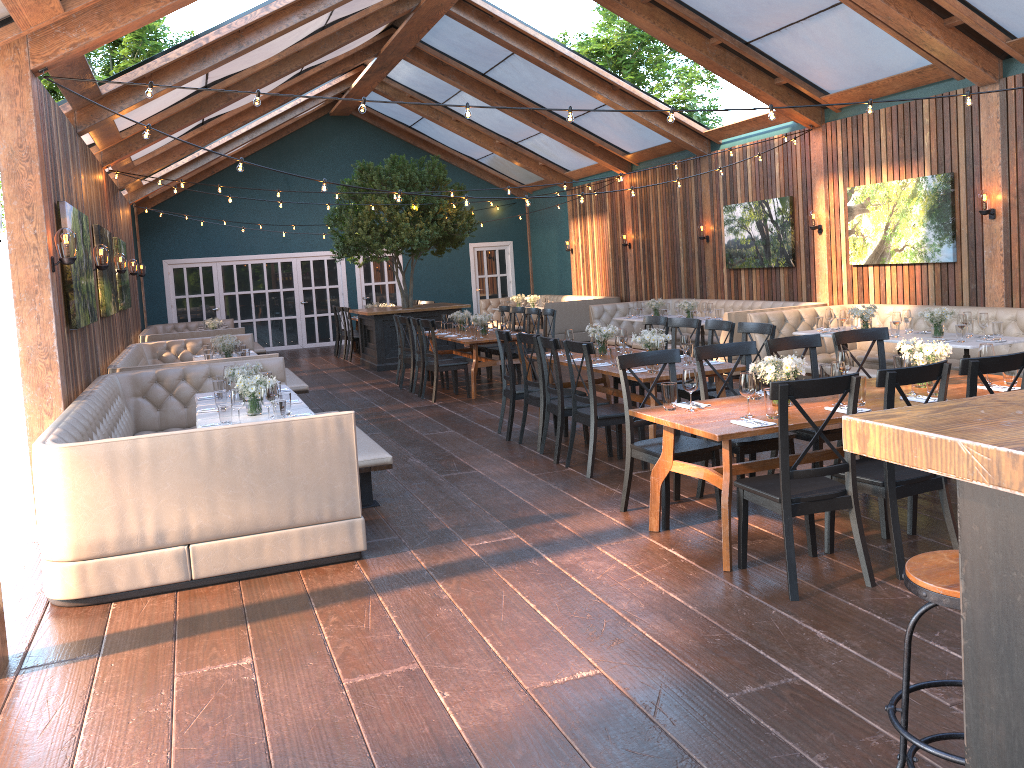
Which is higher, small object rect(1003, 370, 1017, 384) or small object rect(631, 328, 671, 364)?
small object rect(631, 328, 671, 364)

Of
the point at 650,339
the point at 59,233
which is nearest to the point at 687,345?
the point at 650,339

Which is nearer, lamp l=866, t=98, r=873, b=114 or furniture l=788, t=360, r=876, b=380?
lamp l=866, t=98, r=873, b=114

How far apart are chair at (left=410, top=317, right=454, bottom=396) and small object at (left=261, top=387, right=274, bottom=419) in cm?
552

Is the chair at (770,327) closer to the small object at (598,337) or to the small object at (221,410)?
the small object at (598,337)

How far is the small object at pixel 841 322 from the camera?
9.4m

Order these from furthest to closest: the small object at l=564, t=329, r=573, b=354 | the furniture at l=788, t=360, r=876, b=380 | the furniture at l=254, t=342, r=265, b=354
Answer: the furniture at l=254, t=342, r=265, b=354
the small object at l=564, t=329, r=573, b=354
the furniture at l=788, t=360, r=876, b=380

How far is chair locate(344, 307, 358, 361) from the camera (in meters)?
16.65

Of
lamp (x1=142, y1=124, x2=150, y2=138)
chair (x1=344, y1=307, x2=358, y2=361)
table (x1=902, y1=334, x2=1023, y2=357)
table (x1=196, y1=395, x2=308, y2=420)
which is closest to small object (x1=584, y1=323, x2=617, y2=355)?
table (x1=902, y1=334, x2=1023, y2=357)

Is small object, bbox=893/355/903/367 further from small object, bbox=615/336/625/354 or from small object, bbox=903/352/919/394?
small object, bbox=615/336/625/354
